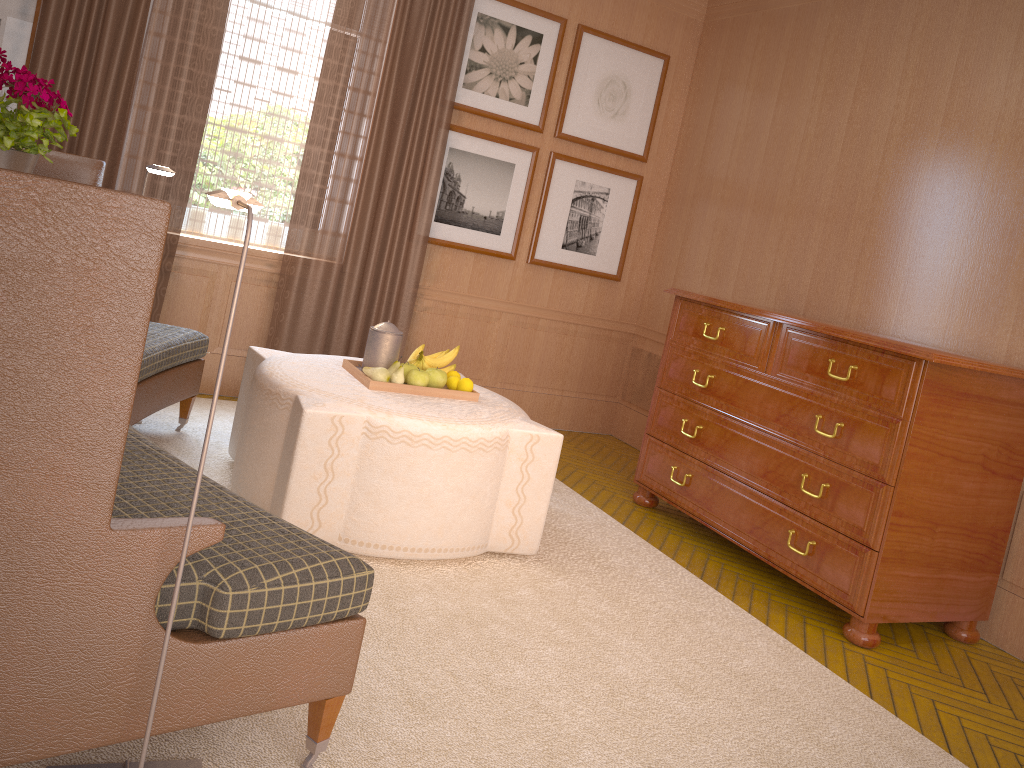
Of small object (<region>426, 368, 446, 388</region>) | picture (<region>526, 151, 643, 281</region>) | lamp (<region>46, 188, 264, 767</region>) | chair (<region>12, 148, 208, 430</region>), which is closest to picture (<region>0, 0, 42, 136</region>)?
chair (<region>12, 148, 208, 430</region>)

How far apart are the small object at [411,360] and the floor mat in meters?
1.5 m

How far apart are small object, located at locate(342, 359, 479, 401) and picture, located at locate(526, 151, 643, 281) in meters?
3.7

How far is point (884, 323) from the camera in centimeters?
740cm

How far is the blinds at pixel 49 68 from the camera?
7.1 meters

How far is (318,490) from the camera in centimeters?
519cm

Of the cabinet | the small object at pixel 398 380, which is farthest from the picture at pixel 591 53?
the small object at pixel 398 380

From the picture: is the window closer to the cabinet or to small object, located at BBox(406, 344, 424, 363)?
small object, located at BBox(406, 344, 424, 363)

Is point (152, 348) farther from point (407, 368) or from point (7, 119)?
point (7, 119)

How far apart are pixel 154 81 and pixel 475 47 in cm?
305
